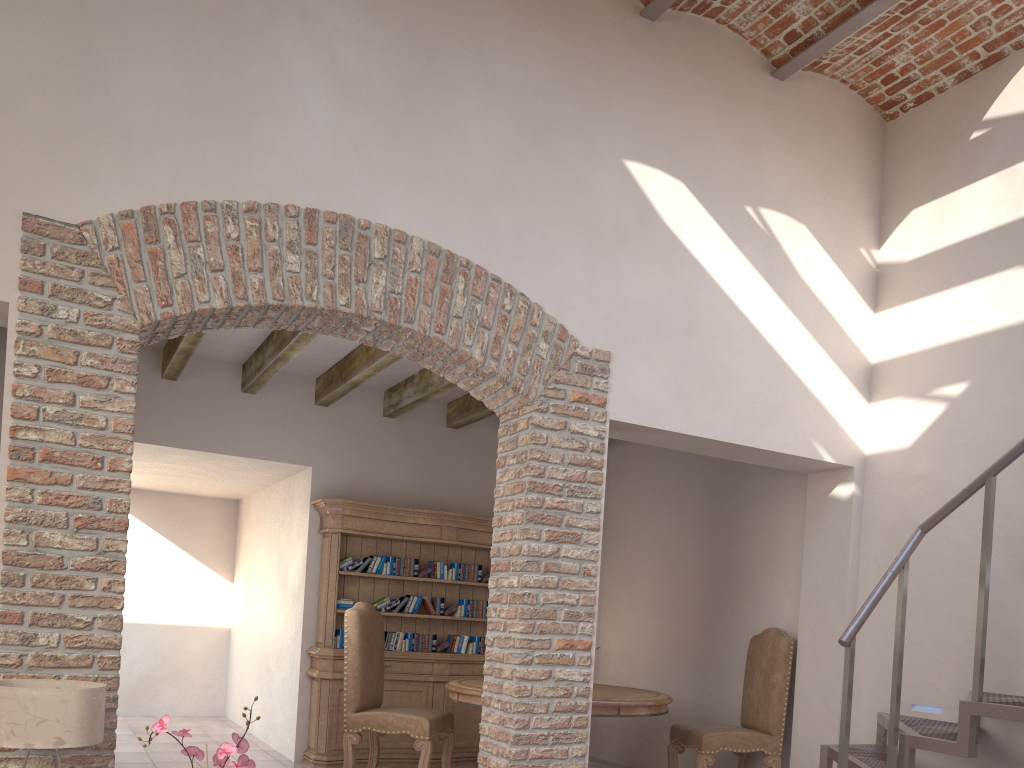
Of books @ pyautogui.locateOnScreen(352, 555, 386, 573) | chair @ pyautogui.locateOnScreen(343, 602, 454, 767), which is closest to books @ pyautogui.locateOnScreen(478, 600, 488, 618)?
books @ pyautogui.locateOnScreen(352, 555, 386, 573)

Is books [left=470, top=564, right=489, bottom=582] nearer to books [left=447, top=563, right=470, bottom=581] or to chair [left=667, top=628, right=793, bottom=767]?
books [left=447, top=563, right=470, bottom=581]

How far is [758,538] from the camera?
6.3m

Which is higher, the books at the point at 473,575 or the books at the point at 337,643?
the books at the point at 473,575

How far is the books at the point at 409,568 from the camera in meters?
7.0 m

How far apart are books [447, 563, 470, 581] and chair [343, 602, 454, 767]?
1.2m

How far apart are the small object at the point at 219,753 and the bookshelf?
4.26m

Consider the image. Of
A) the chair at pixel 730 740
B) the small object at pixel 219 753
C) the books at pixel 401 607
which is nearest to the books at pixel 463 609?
the books at pixel 401 607

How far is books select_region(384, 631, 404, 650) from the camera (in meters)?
6.94

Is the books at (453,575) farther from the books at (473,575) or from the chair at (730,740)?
the chair at (730,740)
